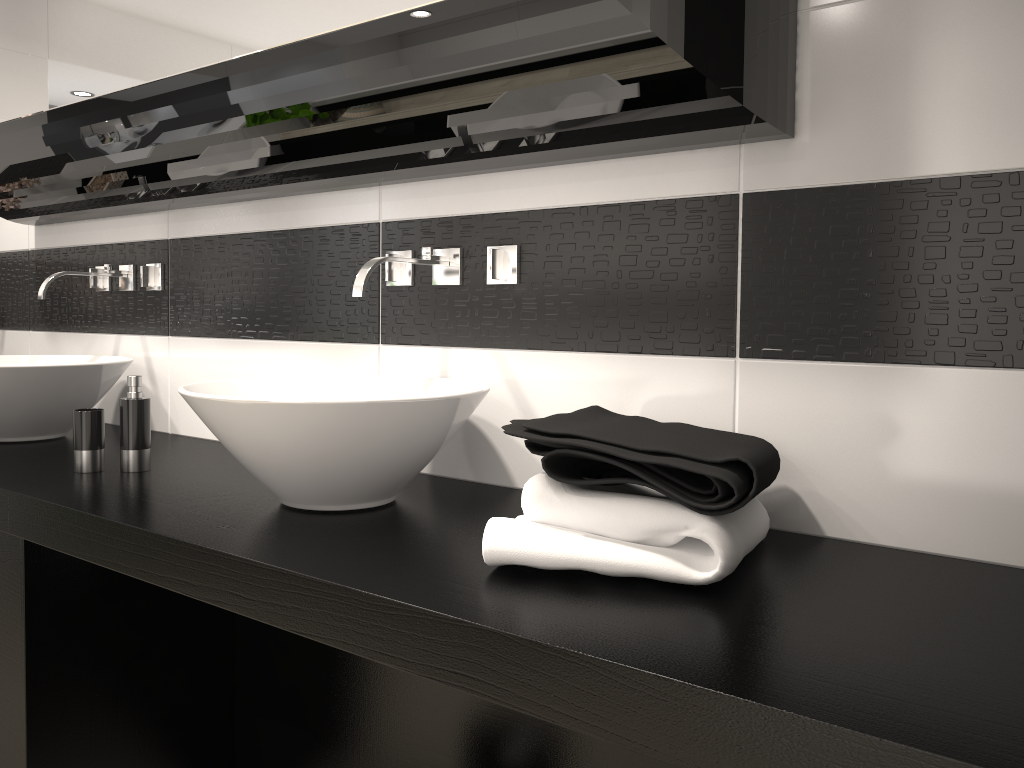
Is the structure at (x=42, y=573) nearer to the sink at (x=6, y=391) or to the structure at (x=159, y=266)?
the sink at (x=6, y=391)

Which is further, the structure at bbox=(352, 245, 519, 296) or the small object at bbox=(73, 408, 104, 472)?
the small object at bbox=(73, 408, 104, 472)

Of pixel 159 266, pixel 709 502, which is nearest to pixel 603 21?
pixel 709 502

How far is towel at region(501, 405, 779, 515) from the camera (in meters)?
1.13

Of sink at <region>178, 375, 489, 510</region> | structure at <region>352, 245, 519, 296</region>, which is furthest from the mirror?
sink at <region>178, 375, 489, 510</region>

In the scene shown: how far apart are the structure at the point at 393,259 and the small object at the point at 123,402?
0.58m

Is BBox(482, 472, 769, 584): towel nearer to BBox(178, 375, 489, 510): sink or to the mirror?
BBox(178, 375, 489, 510): sink

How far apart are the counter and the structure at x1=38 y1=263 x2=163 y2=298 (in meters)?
0.42

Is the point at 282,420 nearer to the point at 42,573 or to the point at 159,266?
the point at 42,573

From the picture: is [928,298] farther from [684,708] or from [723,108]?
[684,708]
